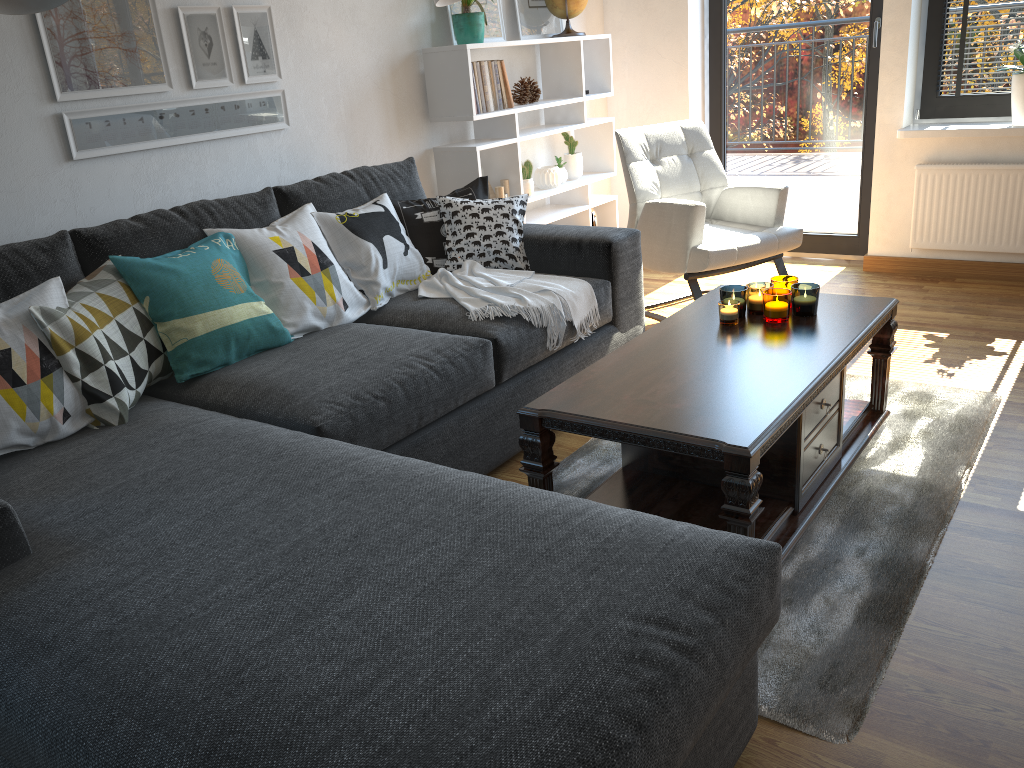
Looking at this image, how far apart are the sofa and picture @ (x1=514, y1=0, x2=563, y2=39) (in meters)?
1.28

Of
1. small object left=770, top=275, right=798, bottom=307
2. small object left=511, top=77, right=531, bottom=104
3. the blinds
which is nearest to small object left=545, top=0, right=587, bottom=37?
small object left=511, top=77, right=531, bottom=104

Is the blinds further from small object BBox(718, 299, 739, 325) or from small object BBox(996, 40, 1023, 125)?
small object BBox(718, 299, 739, 325)

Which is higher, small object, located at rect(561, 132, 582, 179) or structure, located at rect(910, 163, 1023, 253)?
small object, located at rect(561, 132, 582, 179)

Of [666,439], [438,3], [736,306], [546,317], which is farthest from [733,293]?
[438,3]

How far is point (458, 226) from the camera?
3.15m

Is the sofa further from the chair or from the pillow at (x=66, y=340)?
the chair

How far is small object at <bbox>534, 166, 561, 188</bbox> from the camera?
4.3 meters

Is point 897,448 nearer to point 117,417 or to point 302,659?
point 302,659

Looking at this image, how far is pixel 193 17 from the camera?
2.85m
